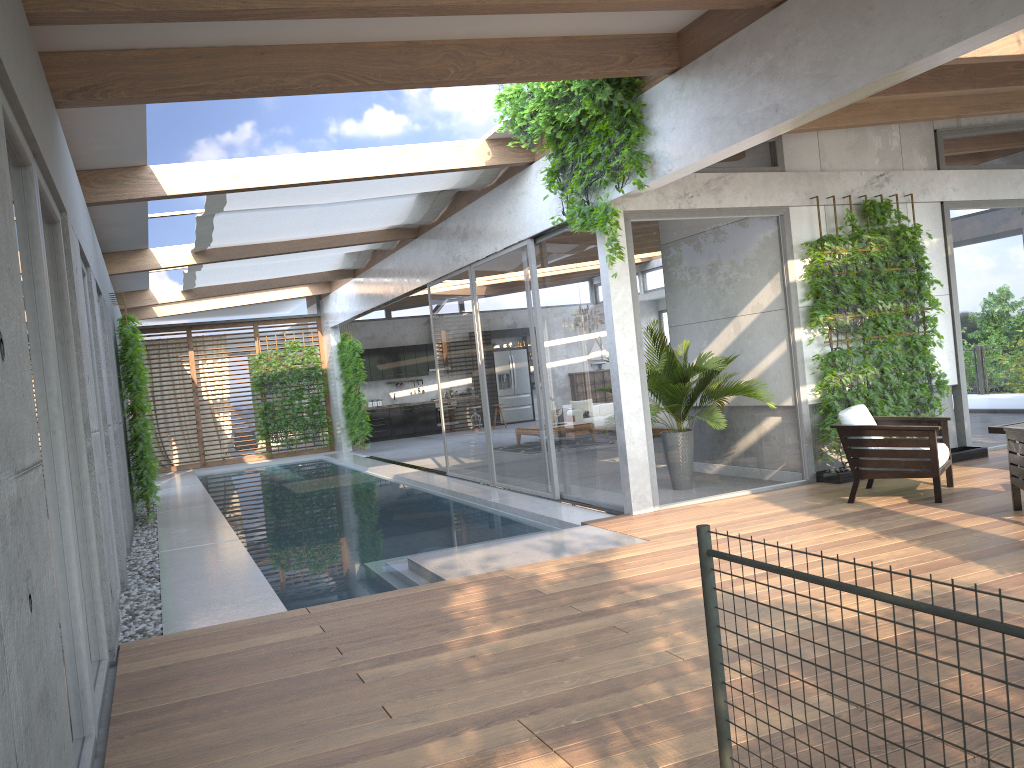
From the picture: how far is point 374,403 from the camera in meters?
22.2

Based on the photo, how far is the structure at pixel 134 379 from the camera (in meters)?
10.10

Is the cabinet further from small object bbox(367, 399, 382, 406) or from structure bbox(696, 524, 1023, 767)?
structure bbox(696, 524, 1023, 767)

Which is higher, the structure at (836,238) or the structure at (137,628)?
the structure at (836,238)

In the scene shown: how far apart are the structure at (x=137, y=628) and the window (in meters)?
0.51

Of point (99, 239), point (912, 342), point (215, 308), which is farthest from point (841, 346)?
point (215, 308)

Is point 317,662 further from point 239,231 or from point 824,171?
point 239,231

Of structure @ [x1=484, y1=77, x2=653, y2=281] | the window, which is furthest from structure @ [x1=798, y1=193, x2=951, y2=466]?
structure @ [x1=484, y1=77, x2=653, y2=281]

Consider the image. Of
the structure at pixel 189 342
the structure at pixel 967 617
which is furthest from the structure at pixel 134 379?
the structure at pixel 967 617

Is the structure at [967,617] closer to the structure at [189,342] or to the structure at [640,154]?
the structure at [640,154]
